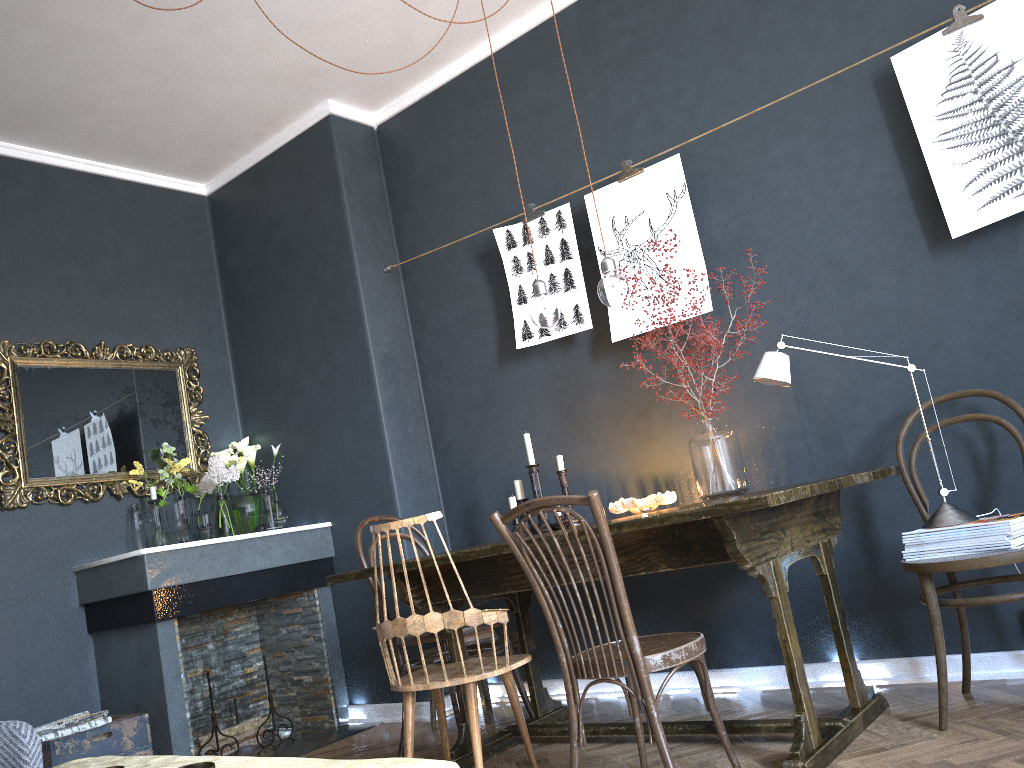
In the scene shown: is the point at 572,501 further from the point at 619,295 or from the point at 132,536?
the point at 132,536

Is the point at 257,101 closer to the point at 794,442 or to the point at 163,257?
the point at 163,257

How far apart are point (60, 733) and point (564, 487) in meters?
2.2 m

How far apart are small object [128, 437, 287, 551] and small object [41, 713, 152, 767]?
0.88m

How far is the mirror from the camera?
4.0 meters

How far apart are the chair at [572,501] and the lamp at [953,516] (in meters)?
0.85

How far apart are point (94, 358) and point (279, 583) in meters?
1.4 m

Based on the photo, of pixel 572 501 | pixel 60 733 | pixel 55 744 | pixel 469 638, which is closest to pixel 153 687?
pixel 60 733

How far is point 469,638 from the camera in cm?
378

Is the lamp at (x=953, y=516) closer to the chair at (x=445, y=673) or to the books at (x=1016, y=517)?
the books at (x=1016, y=517)
